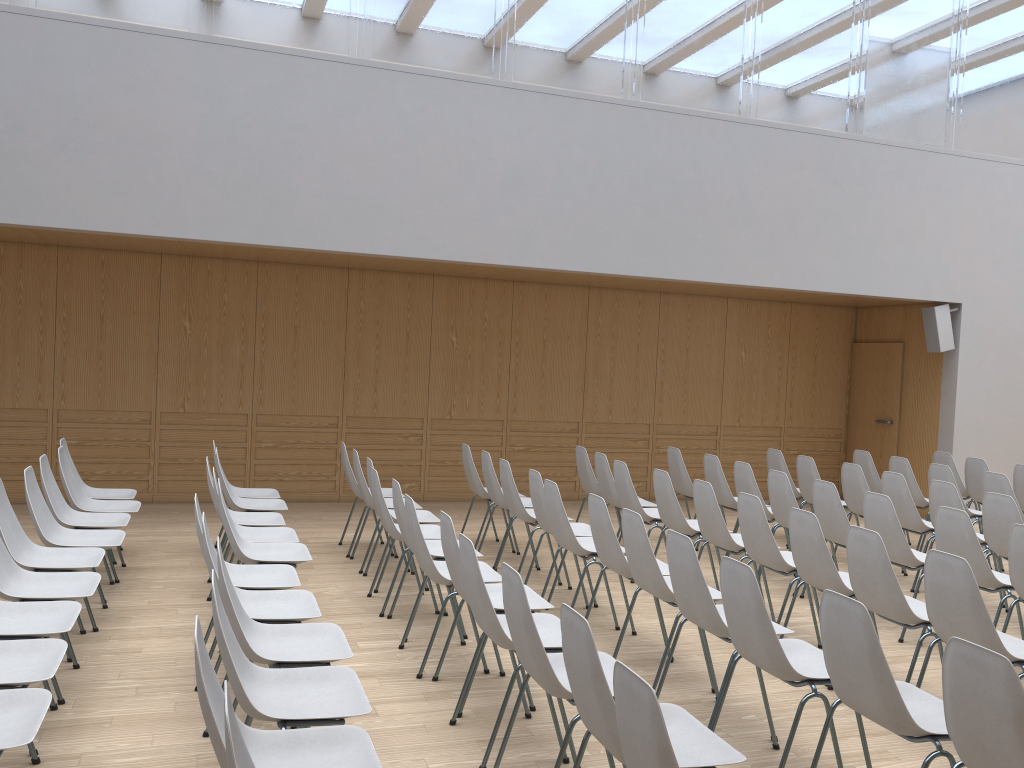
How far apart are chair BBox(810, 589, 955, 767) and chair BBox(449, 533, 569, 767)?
1.0 meters

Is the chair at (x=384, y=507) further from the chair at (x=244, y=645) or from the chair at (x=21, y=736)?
the chair at (x=21, y=736)

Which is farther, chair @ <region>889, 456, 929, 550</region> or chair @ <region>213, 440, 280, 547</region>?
chair @ <region>889, 456, 929, 550</region>

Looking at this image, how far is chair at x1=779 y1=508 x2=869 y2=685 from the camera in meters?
4.6

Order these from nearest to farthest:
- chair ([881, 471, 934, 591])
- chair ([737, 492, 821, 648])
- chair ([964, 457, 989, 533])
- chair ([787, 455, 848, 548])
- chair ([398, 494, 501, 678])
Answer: chair ([398, 494, 501, 678]) → chair ([737, 492, 821, 648]) → chair ([881, 471, 934, 591]) → chair ([787, 455, 848, 548]) → chair ([964, 457, 989, 533])

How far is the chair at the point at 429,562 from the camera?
4.5 meters

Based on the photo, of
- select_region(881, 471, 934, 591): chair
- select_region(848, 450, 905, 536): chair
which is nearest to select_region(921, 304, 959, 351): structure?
select_region(848, 450, 905, 536): chair

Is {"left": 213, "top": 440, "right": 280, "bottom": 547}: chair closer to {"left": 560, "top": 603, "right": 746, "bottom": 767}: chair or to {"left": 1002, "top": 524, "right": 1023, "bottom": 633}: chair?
{"left": 560, "top": 603, "right": 746, "bottom": 767}: chair

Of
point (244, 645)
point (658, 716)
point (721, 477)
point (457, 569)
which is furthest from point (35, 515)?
point (721, 477)

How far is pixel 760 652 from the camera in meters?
3.4
